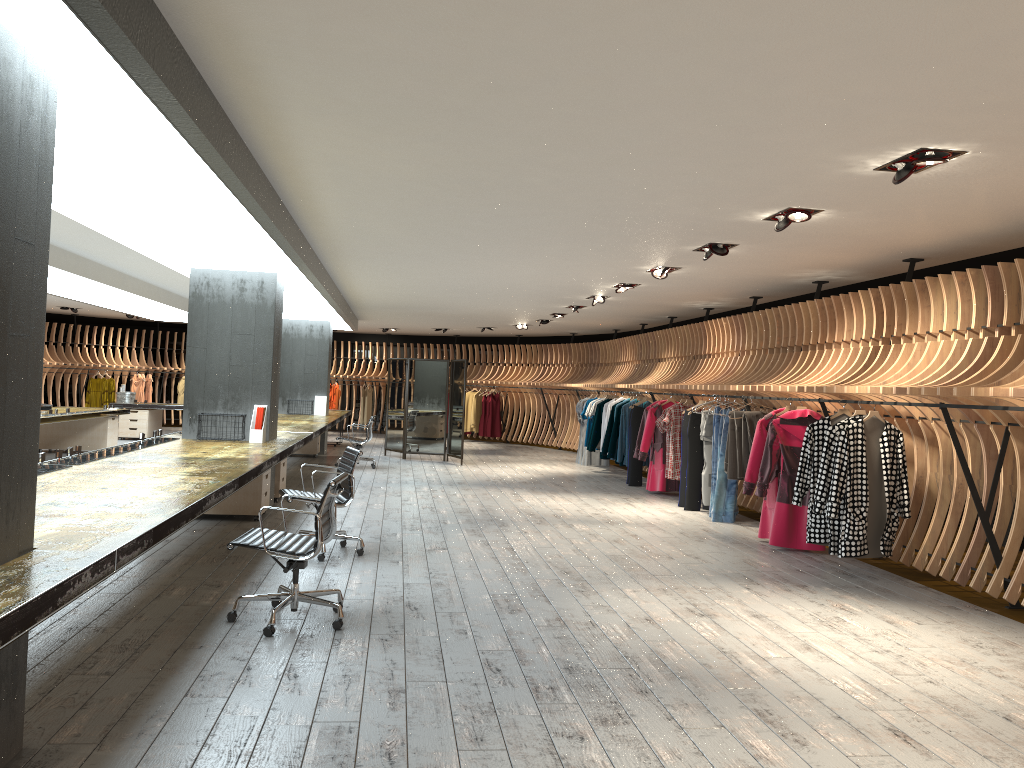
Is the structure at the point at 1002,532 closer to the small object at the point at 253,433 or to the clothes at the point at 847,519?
the clothes at the point at 847,519

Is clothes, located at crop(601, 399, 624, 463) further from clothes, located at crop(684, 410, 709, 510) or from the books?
the books

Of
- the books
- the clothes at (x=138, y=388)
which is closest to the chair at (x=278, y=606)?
the books

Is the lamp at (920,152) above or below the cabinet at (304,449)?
above

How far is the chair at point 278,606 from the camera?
5.0m

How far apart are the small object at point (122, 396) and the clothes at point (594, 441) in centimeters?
984cm

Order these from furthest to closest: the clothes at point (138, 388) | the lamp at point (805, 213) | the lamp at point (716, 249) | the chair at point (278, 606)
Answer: the clothes at point (138, 388), the lamp at point (716, 249), the lamp at point (805, 213), the chair at point (278, 606)

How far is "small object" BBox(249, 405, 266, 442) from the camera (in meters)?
9.14

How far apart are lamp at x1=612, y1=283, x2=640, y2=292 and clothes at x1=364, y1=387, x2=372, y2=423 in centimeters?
1354cm

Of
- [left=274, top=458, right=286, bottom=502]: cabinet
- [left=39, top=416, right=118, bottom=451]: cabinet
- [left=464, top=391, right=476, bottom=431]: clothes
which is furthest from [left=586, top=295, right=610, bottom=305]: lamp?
[left=464, top=391, right=476, bottom=431]: clothes
